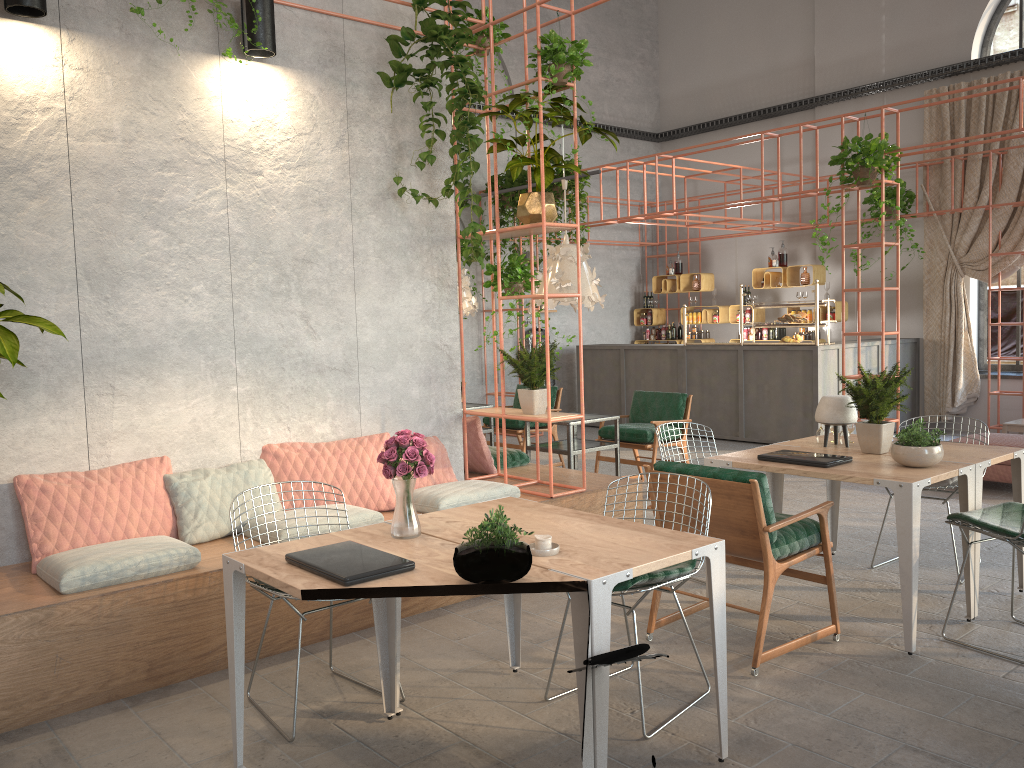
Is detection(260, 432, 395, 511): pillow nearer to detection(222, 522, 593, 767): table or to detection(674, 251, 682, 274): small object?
detection(222, 522, 593, 767): table

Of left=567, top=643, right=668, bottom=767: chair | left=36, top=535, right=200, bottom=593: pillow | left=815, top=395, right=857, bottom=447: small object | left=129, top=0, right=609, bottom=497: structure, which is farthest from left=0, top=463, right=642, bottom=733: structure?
left=567, top=643, right=668, bottom=767: chair

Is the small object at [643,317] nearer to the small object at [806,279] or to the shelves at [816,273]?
the shelves at [816,273]

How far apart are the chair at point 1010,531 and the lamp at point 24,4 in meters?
5.1 m

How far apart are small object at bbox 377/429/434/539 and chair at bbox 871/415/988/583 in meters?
3.4 m

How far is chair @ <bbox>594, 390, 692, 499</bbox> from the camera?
8.1m

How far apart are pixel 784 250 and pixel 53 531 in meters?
10.8

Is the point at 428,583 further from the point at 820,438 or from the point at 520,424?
the point at 520,424

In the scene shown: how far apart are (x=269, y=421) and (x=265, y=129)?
1.76m

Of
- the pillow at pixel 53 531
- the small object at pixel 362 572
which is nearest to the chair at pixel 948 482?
the small object at pixel 362 572
